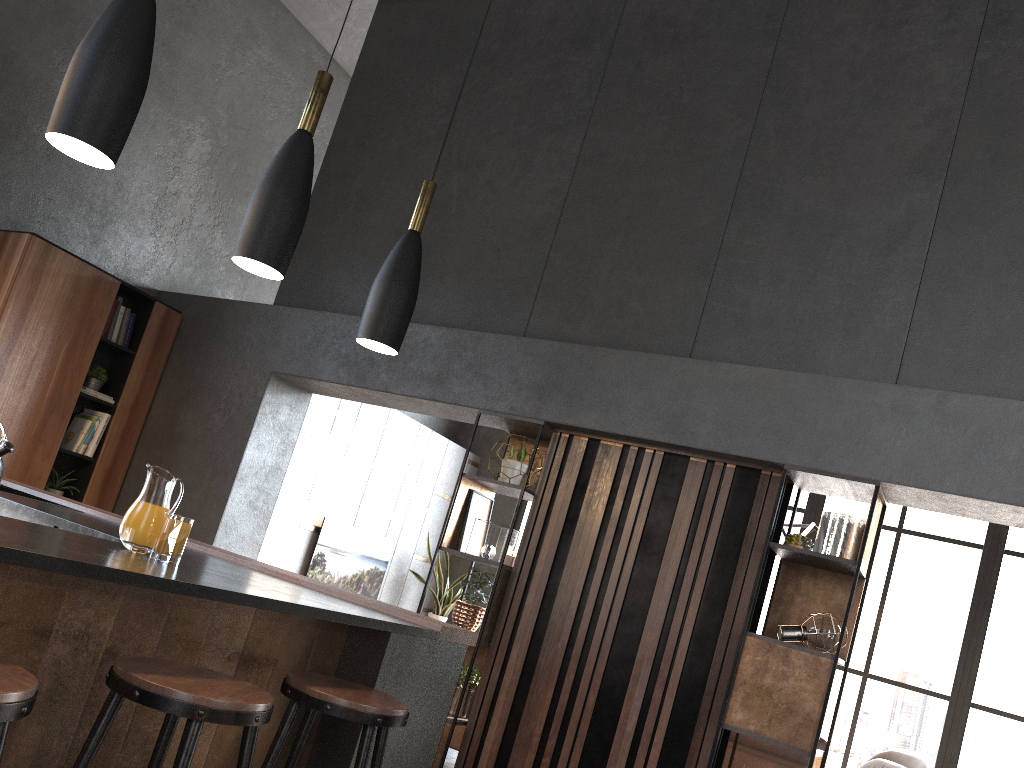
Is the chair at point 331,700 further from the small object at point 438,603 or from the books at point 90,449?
the small object at point 438,603

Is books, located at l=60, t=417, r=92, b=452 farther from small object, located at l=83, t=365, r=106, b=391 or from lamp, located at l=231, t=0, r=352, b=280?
lamp, located at l=231, t=0, r=352, b=280

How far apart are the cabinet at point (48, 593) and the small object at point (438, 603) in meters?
5.8 m

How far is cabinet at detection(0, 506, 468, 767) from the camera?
1.86m

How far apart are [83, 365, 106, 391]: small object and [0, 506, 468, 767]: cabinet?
2.89m

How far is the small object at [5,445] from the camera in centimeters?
378cm

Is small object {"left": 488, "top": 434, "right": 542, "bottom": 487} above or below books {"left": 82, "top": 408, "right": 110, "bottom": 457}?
above

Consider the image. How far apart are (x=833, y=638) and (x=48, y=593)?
3.2 meters

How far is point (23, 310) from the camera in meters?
5.3

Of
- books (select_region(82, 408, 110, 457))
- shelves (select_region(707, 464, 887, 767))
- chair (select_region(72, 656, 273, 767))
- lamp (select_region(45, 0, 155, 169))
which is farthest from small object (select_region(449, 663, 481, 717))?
lamp (select_region(45, 0, 155, 169))
